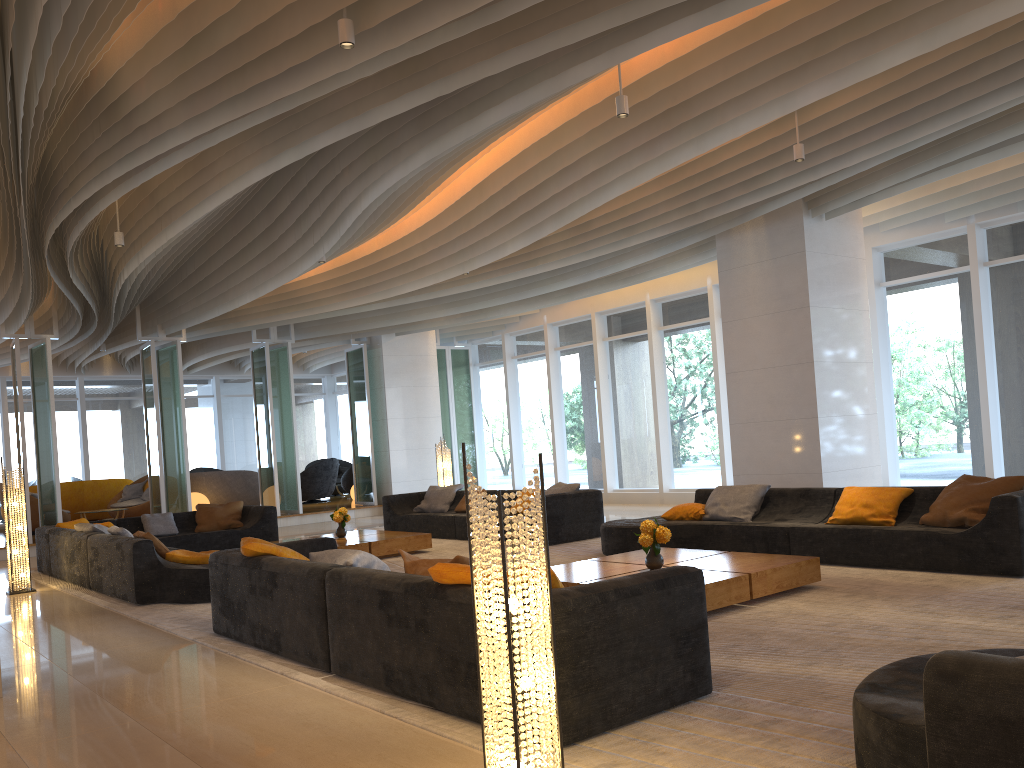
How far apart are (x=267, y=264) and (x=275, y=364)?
5.5m

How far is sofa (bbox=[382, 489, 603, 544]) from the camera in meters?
10.1

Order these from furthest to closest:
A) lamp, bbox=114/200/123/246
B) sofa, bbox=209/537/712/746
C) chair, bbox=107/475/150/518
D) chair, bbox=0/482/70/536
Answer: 1. chair, bbox=107/475/150/518
2. chair, bbox=0/482/70/536
3. lamp, bbox=114/200/123/246
4. sofa, bbox=209/537/712/746

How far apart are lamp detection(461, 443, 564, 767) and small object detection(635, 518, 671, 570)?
3.4 meters

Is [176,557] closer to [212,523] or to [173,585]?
[173,585]

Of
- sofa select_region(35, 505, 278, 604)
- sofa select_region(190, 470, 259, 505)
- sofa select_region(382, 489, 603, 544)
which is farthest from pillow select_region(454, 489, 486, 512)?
sofa select_region(190, 470, 259, 505)

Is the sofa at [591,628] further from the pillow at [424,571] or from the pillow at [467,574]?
the pillow at [424,571]

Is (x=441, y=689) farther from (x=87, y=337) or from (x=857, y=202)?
(x=87, y=337)

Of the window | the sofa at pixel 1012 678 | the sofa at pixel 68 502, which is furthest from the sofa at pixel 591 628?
the sofa at pixel 68 502

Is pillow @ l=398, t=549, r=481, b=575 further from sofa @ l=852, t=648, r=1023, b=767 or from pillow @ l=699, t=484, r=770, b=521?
pillow @ l=699, t=484, r=770, b=521
